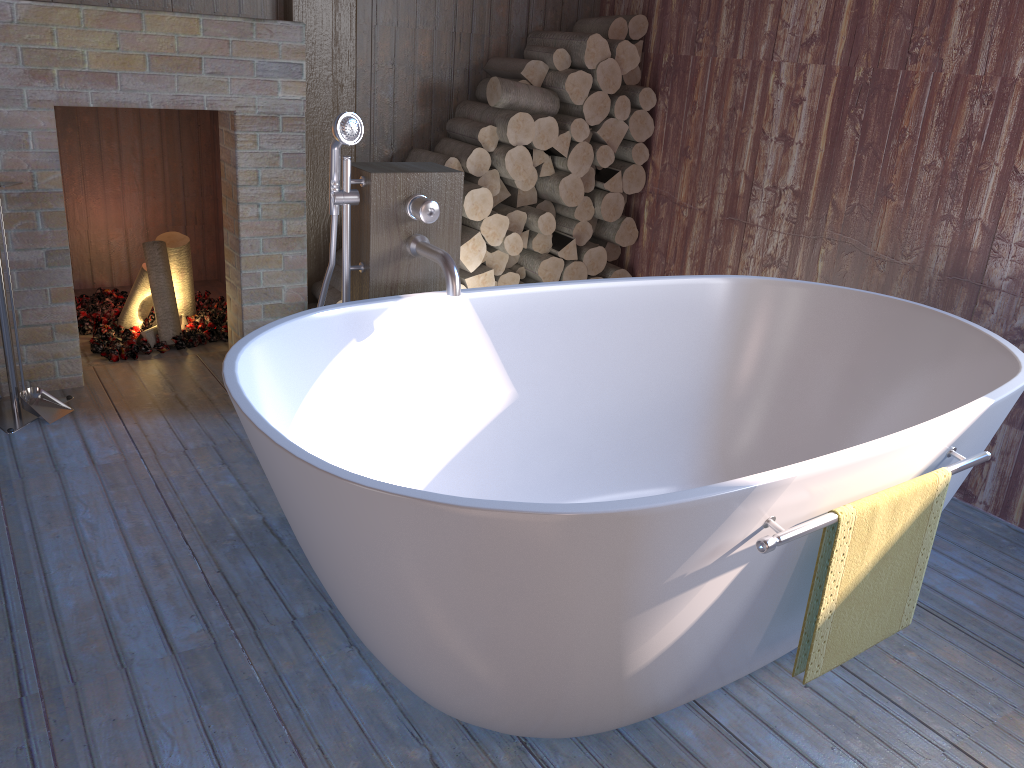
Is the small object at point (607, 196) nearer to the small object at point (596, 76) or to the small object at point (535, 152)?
the small object at point (535, 152)

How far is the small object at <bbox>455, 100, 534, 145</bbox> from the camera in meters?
3.5

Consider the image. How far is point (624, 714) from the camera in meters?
1.7

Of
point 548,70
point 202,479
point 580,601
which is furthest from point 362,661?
point 548,70

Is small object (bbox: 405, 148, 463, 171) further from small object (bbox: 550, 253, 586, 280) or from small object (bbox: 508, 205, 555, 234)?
small object (bbox: 550, 253, 586, 280)

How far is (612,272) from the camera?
4.1m

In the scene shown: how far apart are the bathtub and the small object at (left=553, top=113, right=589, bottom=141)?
1.25m

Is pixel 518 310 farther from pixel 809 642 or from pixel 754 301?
pixel 809 642

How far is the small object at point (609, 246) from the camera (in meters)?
4.15

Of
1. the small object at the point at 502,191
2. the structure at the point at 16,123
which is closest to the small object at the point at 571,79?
the small object at the point at 502,191
